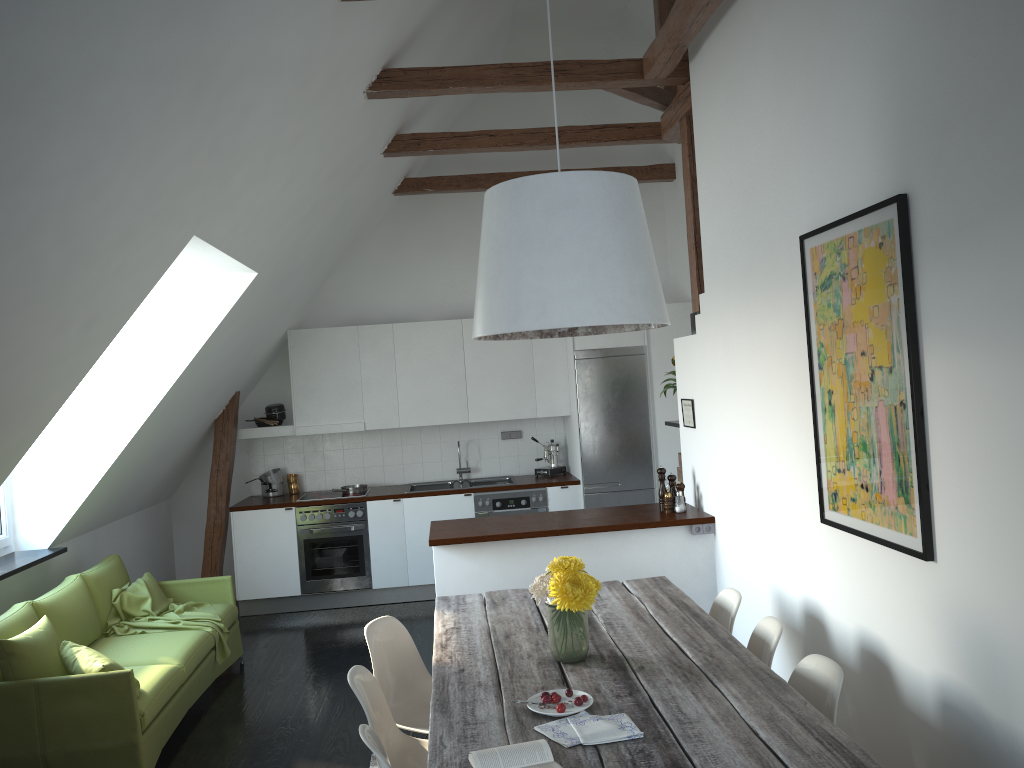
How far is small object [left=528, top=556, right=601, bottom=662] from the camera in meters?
3.1

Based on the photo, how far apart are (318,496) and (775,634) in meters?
5.0 m

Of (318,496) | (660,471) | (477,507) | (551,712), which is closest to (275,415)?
(318,496)

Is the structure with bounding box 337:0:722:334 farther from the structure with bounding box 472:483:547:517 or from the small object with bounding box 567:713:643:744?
the small object with bounding box 567:713:643:744

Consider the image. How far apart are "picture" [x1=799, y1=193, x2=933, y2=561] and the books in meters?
1.4 m

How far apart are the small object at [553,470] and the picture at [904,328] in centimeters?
439cm

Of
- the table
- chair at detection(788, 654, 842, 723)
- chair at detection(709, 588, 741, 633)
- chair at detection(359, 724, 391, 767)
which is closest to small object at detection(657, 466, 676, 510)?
the table

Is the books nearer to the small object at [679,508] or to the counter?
the counter

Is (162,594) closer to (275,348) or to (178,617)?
(178,617)

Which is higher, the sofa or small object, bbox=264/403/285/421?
small object, bbox=264/403/285/421
